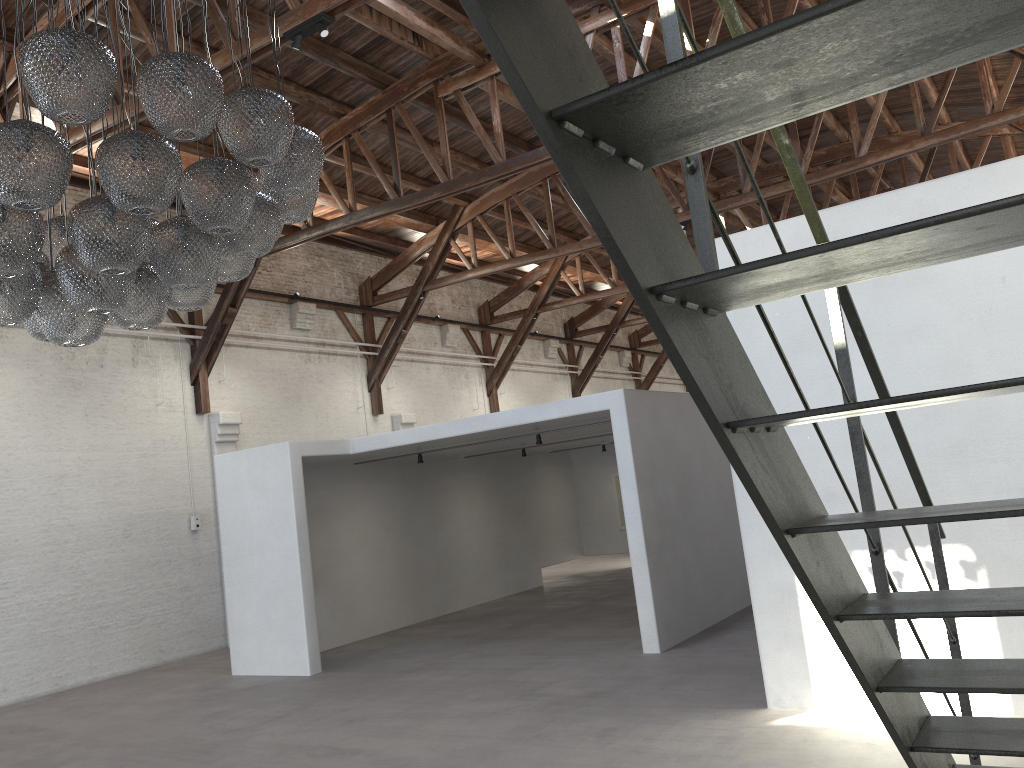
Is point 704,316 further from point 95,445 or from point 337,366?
point 337,366

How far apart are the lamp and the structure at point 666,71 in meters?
2.6 m

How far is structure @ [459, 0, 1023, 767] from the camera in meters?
1.0

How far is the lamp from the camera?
3.57m

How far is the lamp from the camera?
3.6m

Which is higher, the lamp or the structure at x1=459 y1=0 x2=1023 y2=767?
the lamp

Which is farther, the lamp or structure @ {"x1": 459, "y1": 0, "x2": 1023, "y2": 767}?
the lamp

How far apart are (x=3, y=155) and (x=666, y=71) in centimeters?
345cm

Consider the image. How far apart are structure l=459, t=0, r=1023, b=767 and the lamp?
2.6 meters
